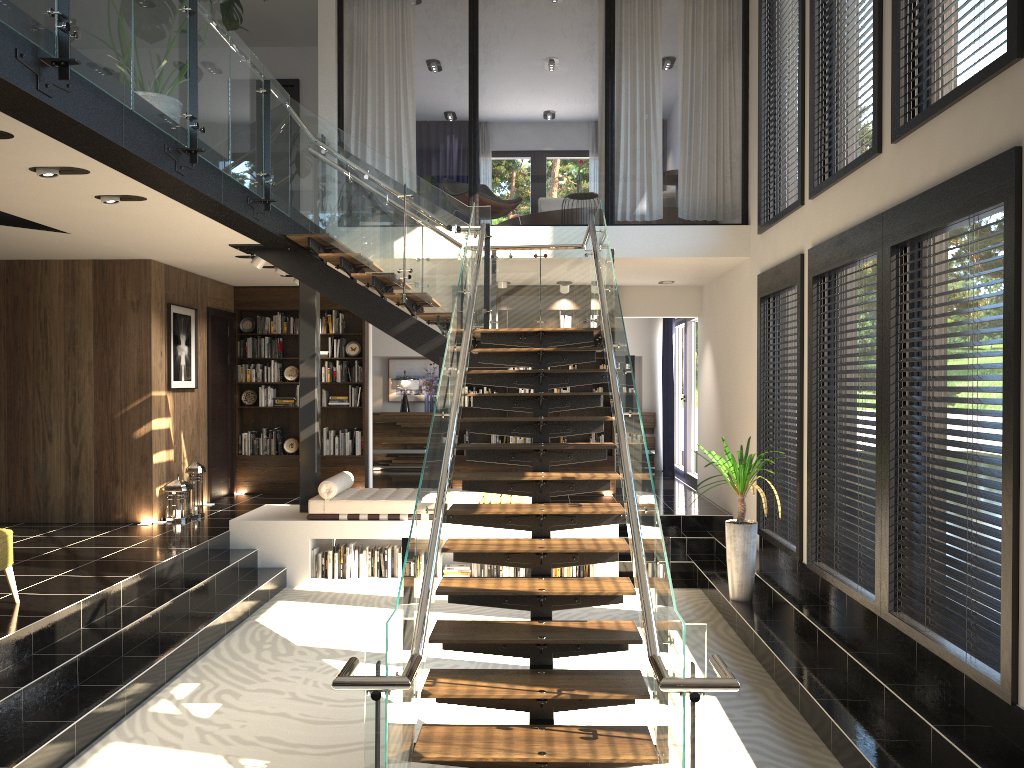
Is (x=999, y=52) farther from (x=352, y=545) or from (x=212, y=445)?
(x=212, y=445)

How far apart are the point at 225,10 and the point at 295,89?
5.70m

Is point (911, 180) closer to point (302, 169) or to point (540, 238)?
point (540, 238)

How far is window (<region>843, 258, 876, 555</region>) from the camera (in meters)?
6.22

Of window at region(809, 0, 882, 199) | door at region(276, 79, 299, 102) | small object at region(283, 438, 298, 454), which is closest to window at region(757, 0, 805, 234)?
window at region(809, 0, 882, 199)

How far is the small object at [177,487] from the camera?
9.16m

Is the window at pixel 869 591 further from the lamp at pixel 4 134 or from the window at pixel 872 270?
the lamp at pixel 4 134

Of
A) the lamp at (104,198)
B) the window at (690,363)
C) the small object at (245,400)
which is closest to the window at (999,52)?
the lamp at (104,198)

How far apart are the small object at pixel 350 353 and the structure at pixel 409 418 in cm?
322

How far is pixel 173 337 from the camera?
9.51m
